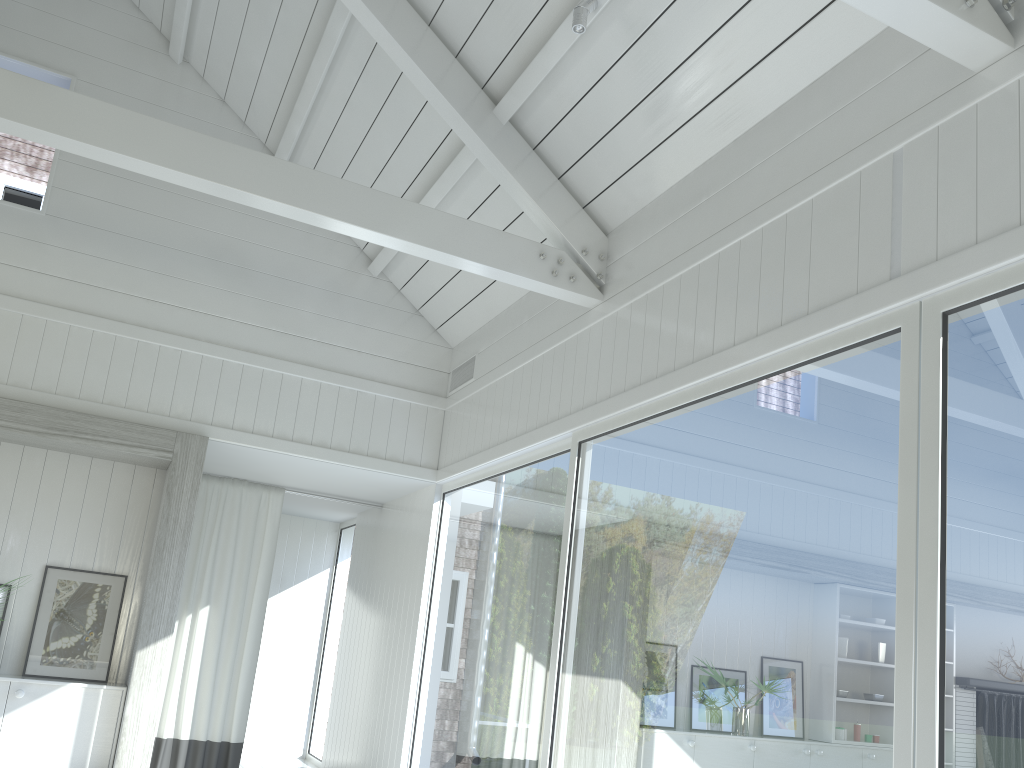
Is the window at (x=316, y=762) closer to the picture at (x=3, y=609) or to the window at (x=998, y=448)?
the window at (x=998, y=448)

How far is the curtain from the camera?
6.65m

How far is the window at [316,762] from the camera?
8.17m

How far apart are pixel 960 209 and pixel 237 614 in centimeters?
600cm

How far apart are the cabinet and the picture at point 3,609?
0.5m

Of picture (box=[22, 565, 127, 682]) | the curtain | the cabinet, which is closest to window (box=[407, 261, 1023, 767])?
the curtain

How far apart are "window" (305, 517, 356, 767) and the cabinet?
→ 3.09m

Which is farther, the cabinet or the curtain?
the curtain

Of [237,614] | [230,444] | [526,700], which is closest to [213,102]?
[230,444]

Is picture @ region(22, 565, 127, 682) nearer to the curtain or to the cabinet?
the cabinet
